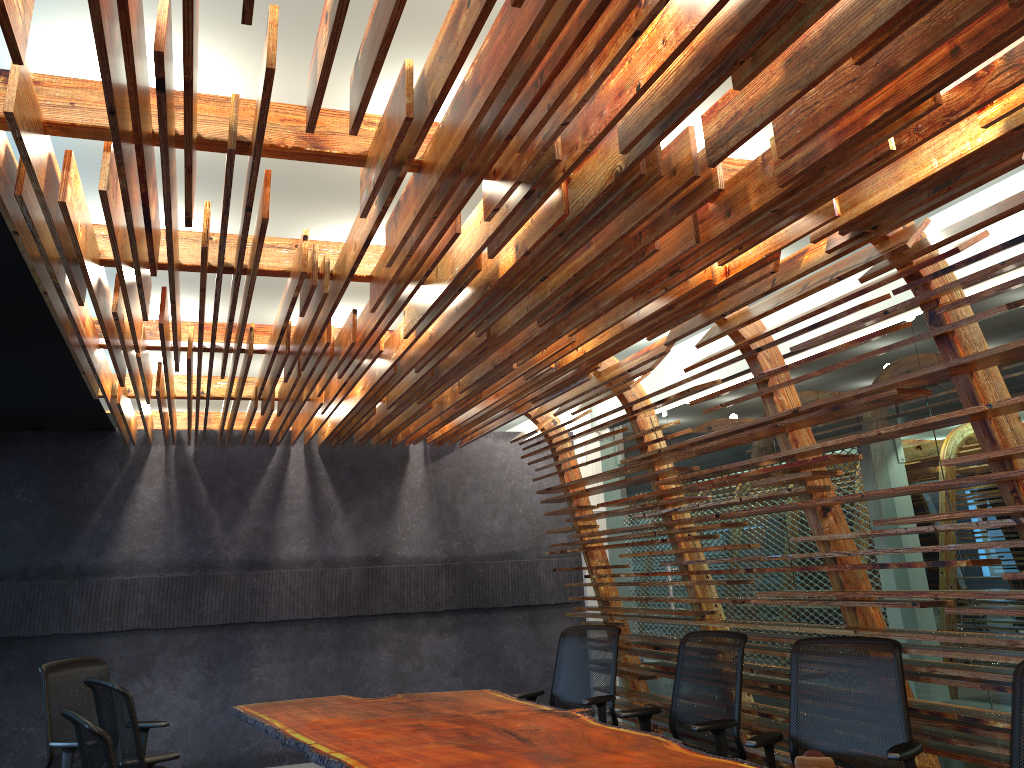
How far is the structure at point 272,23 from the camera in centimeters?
233cm

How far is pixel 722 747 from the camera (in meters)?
4.91

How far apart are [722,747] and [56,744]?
4.0 meters

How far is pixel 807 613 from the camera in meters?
6.7

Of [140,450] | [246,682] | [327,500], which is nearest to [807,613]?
[327,500]

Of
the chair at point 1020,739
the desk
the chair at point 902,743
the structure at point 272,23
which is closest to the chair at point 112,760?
the desk

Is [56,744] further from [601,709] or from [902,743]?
[902,743]

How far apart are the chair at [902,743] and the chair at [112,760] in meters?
2.9

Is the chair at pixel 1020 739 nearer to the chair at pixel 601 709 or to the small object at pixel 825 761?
the small object at pixel 825 761

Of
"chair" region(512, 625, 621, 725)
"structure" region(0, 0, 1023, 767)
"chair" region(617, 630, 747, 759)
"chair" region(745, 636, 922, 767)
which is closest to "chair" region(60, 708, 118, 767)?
"structure" region(0, 0, 1023, 767)
